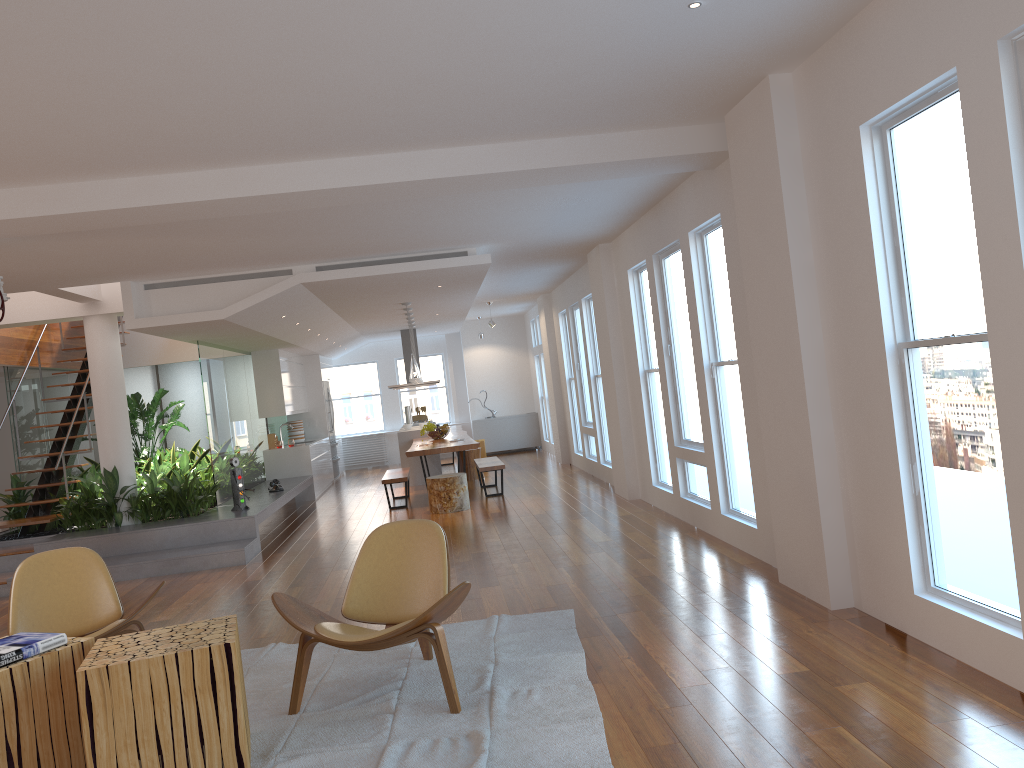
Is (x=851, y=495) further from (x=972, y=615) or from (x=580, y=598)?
(x=580, y=598)

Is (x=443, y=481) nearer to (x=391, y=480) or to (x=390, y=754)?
(x=391, y=480)

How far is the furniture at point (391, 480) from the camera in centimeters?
1072cm

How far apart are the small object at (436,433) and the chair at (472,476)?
0.94m

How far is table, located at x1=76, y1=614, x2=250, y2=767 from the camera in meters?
3.2 m

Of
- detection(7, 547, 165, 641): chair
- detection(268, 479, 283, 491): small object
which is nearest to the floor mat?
detection(7, 547, 165, 641): chair

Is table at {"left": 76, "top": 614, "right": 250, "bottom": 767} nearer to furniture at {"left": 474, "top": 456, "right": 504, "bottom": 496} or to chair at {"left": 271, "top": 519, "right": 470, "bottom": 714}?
chair at {"left": 271, "top": 519, "right": 470, "bottom": 714}

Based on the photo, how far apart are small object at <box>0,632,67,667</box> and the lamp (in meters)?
7.57

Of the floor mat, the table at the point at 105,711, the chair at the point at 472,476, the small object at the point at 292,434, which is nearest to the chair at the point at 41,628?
the floor mat

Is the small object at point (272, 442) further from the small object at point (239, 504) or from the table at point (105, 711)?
the table at point (105, 711)
